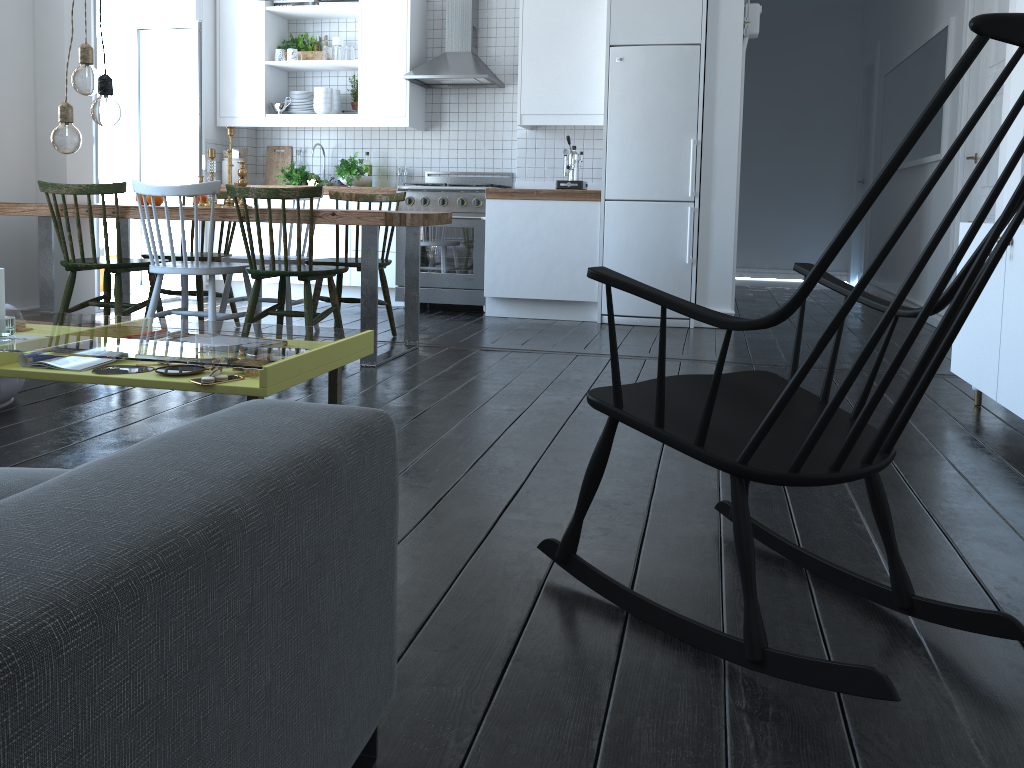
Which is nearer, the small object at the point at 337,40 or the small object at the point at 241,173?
the small object at the point at 241,173

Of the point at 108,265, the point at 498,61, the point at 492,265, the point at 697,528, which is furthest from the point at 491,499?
the point at 498,61

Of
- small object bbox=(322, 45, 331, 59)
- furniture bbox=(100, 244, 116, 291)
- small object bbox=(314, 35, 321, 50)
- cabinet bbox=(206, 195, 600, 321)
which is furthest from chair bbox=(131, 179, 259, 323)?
small object bbox=(314, 35, 321, 50)

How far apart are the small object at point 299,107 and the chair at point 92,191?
2.6 meters

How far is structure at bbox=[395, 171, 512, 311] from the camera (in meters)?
6.07

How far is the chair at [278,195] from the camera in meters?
3.8

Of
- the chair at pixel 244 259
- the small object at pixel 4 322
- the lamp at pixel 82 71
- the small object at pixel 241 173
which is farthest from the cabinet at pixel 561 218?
the small object at pixel 4 322

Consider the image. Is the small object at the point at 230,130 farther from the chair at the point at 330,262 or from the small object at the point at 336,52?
the small object at the point at 336,52

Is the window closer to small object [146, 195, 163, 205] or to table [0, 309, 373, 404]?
small object [146, 195, 163, 205]

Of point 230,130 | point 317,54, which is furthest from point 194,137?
point 230,130
